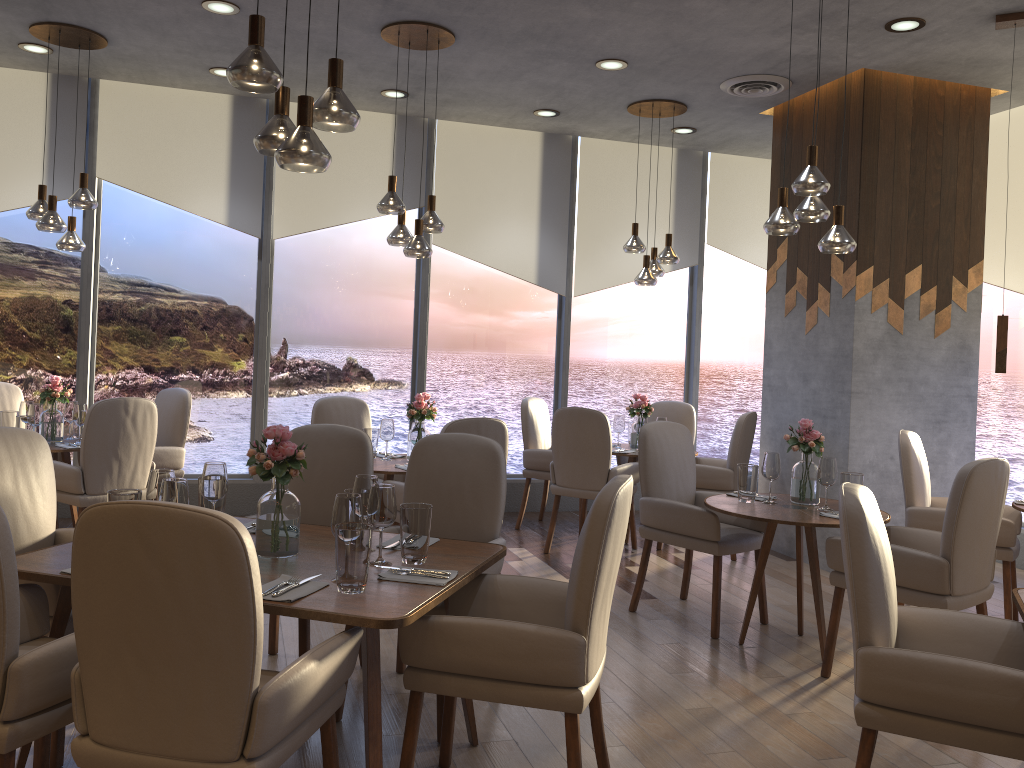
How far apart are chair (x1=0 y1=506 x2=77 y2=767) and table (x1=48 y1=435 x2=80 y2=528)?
2.90m

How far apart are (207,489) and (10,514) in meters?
0.7 m

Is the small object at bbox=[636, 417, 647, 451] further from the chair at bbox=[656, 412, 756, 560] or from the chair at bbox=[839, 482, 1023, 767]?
the chair at bbox=[839, 482, 1023, 767]

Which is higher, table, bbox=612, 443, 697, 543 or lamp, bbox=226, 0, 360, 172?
lamp, bbox=226, 0, 360, 172

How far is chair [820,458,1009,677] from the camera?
3.43m

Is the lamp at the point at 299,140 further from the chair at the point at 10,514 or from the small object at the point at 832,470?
the small object at the point at 832,470

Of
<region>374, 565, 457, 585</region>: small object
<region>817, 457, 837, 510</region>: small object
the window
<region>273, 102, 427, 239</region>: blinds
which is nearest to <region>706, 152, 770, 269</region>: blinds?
the window

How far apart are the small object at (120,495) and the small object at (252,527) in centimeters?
42cm

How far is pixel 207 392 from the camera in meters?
6.8 m

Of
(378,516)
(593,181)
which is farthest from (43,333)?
(378,516)
